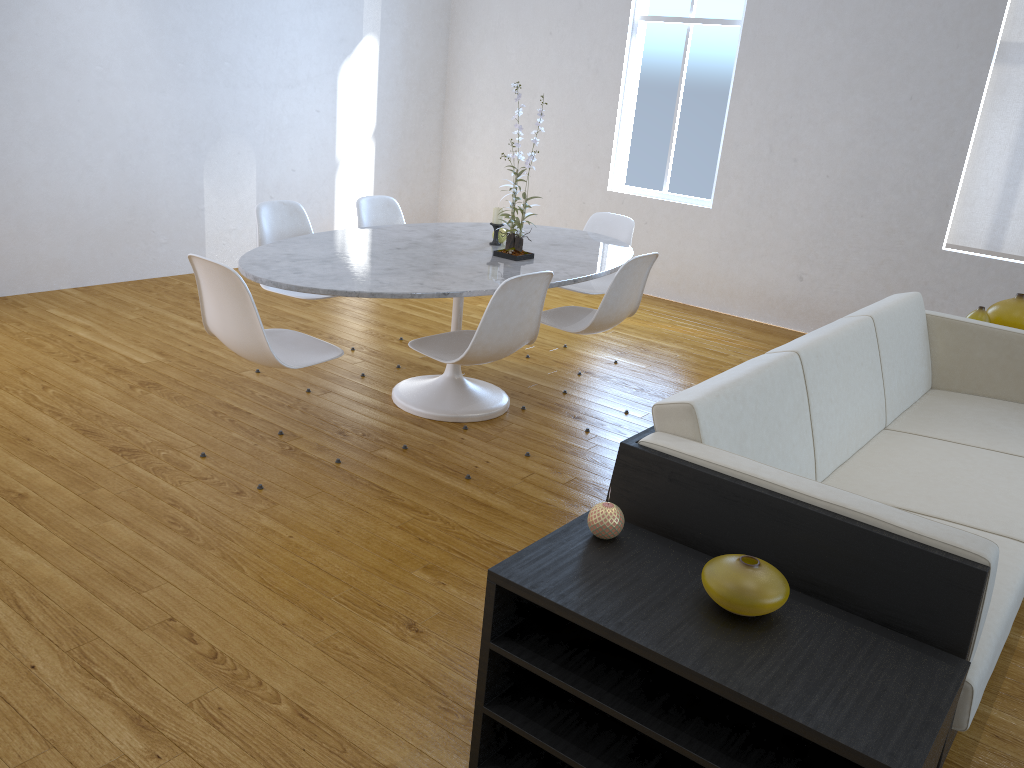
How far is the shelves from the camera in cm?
129

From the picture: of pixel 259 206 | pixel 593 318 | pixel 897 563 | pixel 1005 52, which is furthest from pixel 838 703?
pixel 1005 52

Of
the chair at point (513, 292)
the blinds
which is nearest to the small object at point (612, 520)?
the chair at point (513, 292)

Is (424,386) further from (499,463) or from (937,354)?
(937,354)

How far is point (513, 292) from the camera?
2.8 meters

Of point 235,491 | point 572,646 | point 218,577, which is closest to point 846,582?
point 572,646

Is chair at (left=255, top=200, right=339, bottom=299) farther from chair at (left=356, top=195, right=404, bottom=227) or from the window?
the window

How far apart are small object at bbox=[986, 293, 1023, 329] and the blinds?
1.34m

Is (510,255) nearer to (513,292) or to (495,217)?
(495,217)

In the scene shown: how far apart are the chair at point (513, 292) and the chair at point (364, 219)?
1.09m
